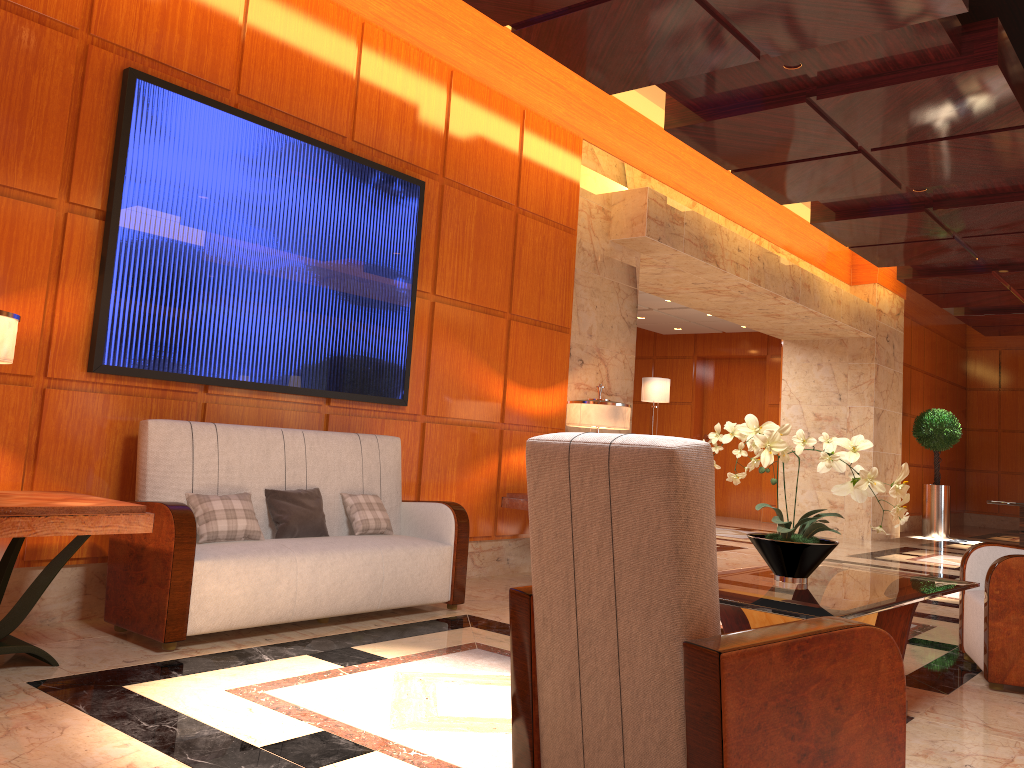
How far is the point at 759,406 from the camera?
14.8m

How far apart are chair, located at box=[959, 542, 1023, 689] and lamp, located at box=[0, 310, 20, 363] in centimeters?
411cm

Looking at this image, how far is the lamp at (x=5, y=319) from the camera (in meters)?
3.08

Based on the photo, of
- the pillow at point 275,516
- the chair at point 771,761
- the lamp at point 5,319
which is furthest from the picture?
the chair at point 771,761

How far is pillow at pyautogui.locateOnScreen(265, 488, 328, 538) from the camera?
4.4 meters

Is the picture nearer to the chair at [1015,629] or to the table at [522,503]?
the table at [522,503]

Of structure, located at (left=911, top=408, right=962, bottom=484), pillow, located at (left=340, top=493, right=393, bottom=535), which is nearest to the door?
structure, located at (left=911, top=408, right=962, bottom=484)

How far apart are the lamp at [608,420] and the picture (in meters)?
1.27

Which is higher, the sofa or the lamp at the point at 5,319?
the lamp at the point at 5,319

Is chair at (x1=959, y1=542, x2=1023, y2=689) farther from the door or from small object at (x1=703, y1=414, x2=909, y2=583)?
the door
